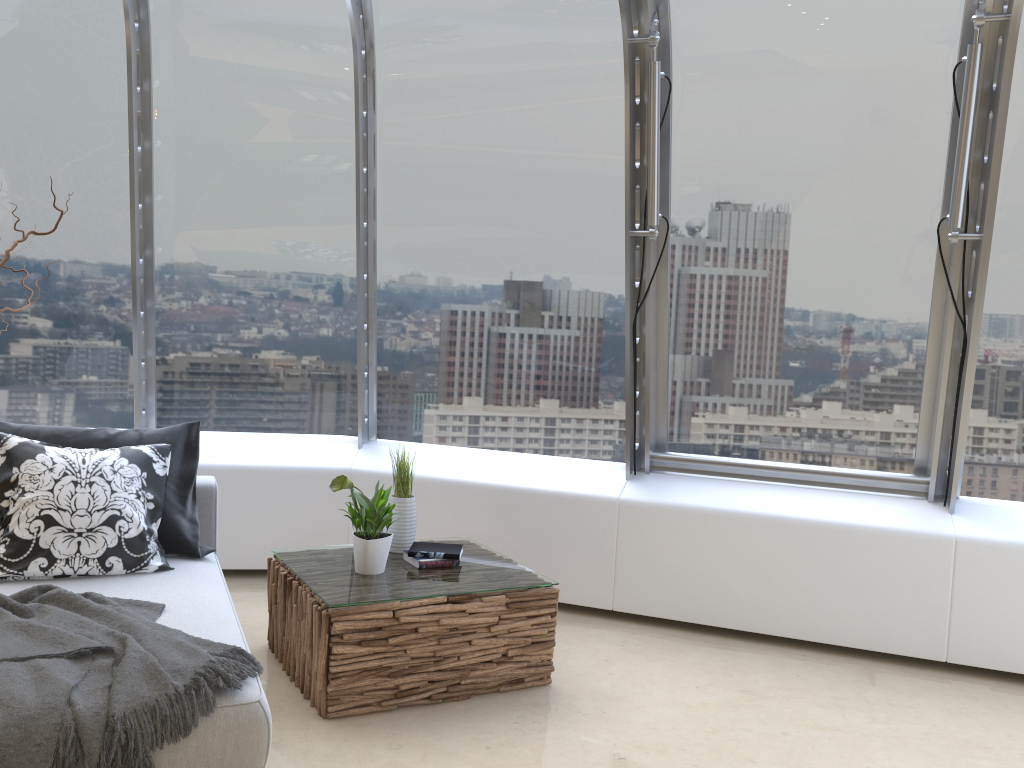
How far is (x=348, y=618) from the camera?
3.2m

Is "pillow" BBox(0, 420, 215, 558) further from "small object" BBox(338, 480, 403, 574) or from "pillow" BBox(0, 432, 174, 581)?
"small object" BBox(338, 480, 403, 574)

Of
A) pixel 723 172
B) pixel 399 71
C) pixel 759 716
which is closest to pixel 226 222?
pixel 399 71

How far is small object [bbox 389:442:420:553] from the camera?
3.94m

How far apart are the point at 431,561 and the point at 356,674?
0.64m

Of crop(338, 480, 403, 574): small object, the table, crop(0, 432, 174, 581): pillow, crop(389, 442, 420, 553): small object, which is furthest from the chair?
crop(389, 442, 420, 553): small object

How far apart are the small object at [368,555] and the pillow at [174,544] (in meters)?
0.61

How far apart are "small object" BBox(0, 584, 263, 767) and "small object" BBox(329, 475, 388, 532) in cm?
97

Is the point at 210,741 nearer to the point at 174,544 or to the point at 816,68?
the point at 174,544

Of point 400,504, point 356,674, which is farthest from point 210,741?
point 400,504
